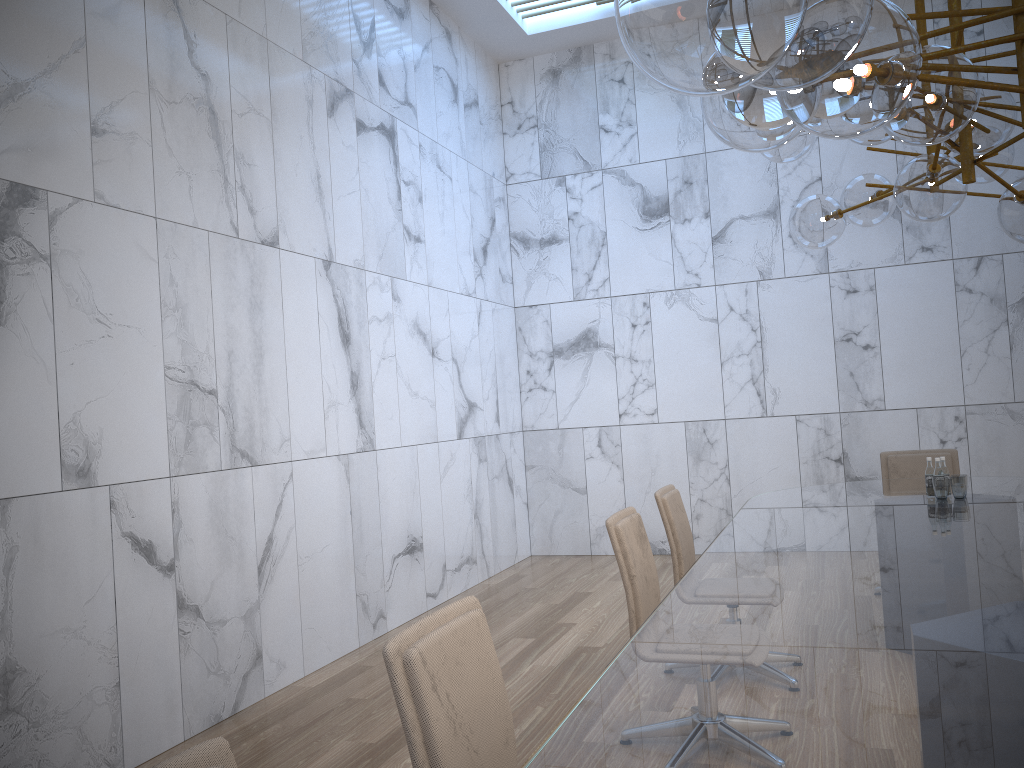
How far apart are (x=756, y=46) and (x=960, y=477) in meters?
4.1

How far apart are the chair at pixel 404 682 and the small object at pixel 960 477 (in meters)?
3.39

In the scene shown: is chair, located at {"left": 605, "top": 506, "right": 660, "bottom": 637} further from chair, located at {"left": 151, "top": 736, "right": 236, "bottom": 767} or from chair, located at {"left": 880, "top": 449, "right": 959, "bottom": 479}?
chair, located at {"left": 880, "top": 449, "right": 959, "bottom": 479}

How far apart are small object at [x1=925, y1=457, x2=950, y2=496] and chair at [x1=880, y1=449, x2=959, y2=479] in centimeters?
140cm

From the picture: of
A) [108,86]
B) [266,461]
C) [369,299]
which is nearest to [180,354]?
[266,461]

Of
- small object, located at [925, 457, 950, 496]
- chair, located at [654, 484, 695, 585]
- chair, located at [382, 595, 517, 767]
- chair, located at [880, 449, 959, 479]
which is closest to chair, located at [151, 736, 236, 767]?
chair, located at [382, 595, 517, 767]

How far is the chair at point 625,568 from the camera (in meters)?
3.54

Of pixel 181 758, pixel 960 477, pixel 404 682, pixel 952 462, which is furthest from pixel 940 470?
pixel 181 758

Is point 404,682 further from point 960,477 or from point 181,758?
point 960,477

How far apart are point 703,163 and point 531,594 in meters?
4.3 m
